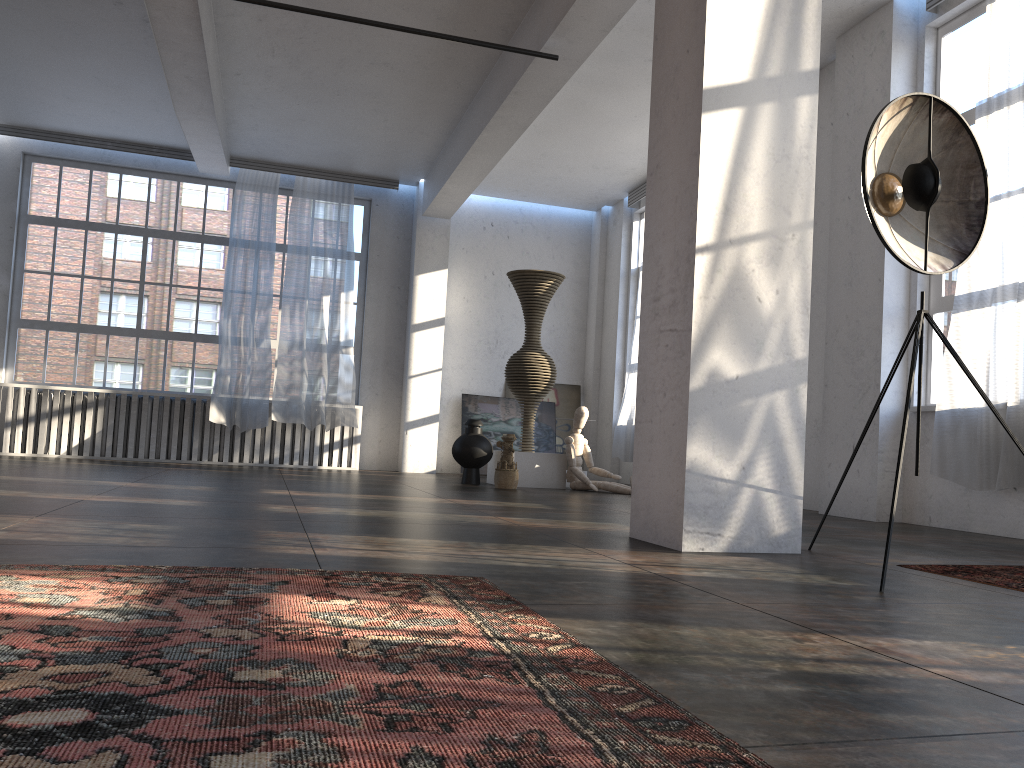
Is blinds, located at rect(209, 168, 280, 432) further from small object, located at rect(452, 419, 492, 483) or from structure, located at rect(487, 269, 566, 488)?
structure, located at rect(487, 269, 566, 488)

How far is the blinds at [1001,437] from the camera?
5.6m

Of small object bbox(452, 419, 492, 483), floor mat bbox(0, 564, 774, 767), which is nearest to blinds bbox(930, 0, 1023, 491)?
floor mat bbox(0, 564, 774, 767)

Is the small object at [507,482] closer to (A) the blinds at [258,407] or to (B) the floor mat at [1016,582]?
(A) the blinds at [258,407]

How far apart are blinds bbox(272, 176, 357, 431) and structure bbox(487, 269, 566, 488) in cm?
233

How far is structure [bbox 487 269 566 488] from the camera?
9.3m

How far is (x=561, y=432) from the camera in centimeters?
1285cm

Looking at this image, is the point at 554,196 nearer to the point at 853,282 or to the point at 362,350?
the point at 362,350

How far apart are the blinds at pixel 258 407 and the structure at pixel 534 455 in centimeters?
317cm

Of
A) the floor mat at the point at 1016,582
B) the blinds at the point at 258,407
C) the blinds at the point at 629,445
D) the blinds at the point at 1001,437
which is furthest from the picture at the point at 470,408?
the floor mat at the point at 1016,582
